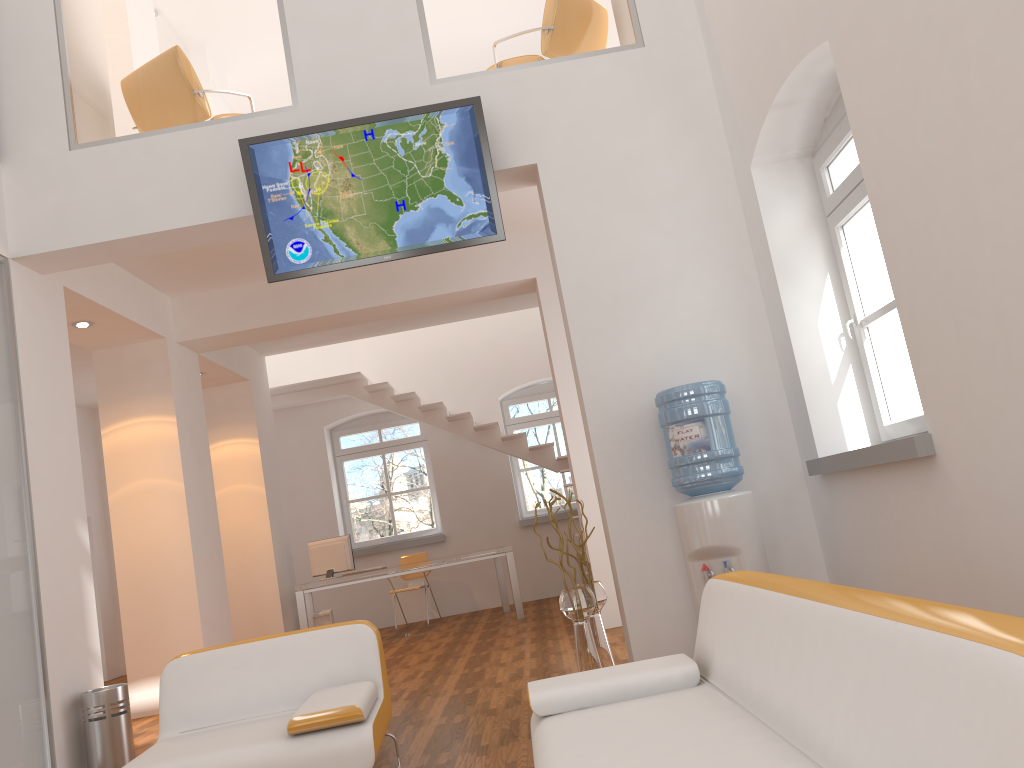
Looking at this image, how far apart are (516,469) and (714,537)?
7.3m

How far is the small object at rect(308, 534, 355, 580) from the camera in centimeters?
932cm

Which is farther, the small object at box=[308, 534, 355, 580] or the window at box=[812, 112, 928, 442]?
the small object at box=[308, 534, 355, 580]

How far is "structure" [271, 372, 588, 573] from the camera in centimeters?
1061cm

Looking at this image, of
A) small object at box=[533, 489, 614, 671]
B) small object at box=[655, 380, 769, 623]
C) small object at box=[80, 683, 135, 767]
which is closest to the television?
small object at box=[655, 380, 769, 623]

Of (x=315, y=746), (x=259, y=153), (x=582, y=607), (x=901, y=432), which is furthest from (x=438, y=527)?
(x=315, y=746)

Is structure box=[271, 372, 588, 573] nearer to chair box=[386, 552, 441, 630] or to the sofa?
chair box=[386, 552, 441, 630]

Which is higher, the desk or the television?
the television

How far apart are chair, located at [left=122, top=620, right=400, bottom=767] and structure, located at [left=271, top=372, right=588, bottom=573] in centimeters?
619cm

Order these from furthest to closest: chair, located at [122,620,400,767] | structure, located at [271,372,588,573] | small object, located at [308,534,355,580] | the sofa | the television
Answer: structure, located at [271,372,588,573] → small object, located at [308,534,355,580] → the television → chair, located at [122,620,400,767] → the sofa
